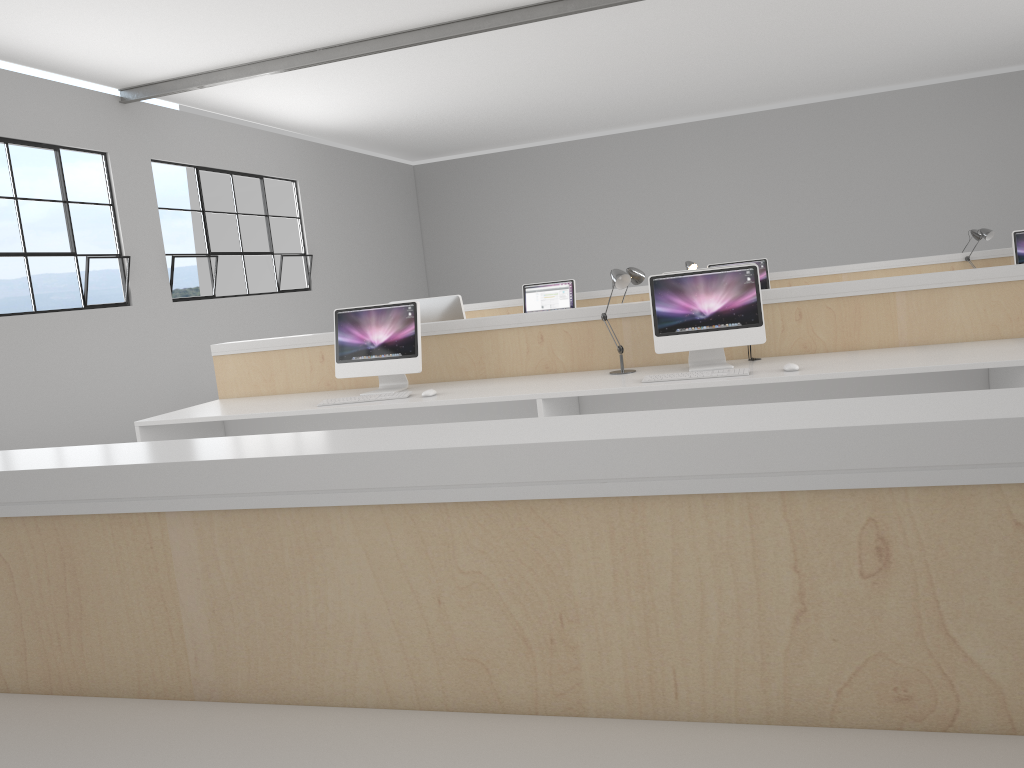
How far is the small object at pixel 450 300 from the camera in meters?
4.1

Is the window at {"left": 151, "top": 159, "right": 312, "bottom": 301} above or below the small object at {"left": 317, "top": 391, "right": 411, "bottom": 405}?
above

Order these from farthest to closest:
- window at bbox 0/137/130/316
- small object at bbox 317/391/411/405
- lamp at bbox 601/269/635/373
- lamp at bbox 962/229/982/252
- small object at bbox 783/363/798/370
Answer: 1. lamp at bbox 962/229/982/252
2. window at bbox 0/137/130/316
3. small object at bbox 317/391/411/405
4. lamp at bbox 601/269/635/373
5. small object at bbox 783/363/798/370

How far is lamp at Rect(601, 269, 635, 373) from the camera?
3.4 meters

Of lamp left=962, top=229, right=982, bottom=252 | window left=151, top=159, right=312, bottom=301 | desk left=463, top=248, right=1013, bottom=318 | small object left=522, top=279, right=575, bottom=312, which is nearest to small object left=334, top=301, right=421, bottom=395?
small object left=522, top=279, right=575, bottom=312

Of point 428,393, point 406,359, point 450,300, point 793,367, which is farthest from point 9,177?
point 793,367

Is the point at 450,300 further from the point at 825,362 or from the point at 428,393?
the point at 825,362

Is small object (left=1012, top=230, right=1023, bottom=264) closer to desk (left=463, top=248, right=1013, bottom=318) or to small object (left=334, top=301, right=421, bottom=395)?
desk (left=463, top=248, right=1013, bottom=318)

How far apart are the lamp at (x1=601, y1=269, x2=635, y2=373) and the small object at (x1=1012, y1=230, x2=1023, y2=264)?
3.5 meters

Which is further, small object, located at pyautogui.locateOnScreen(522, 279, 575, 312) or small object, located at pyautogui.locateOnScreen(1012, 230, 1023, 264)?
small object, located at pyautogui.locateOnScreen(522, 279, 575, 312)
